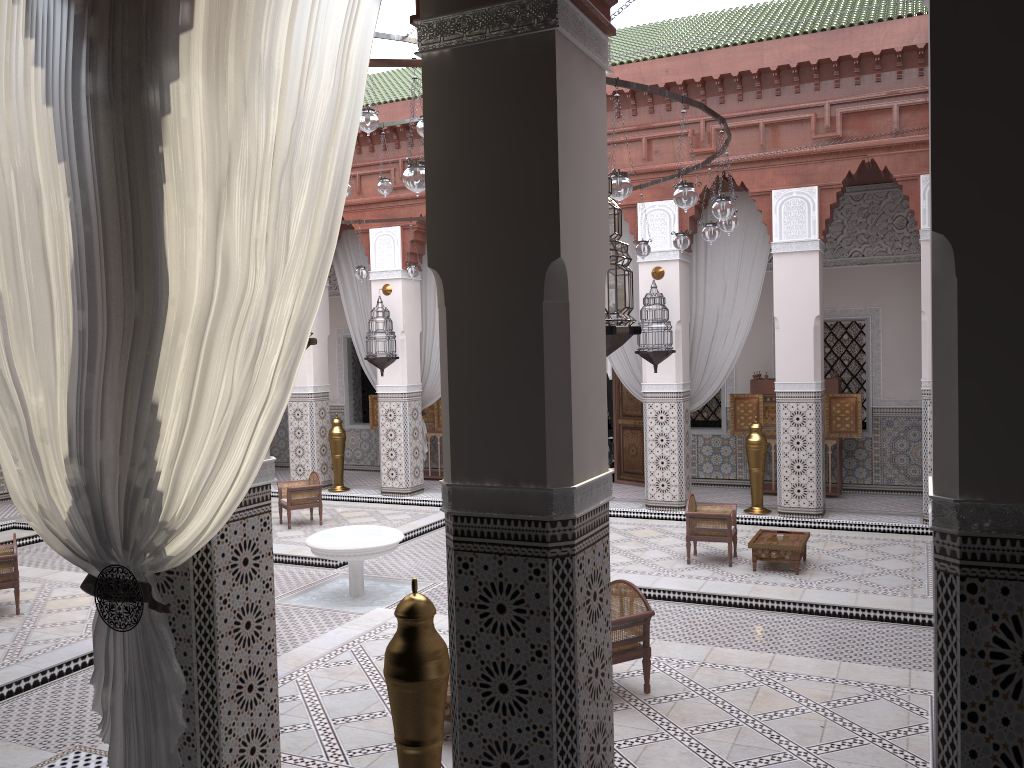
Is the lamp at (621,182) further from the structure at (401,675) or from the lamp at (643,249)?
the lamp at (643,249)

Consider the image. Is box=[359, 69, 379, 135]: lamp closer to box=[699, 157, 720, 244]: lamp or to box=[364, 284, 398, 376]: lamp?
box=[699, 157, 720, 244]: lamp

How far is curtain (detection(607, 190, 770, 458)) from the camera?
5.1 meters

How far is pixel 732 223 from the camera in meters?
3.4 m

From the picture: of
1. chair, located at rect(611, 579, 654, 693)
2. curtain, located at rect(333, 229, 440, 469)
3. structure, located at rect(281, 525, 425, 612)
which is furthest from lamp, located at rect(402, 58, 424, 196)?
curtain, located at rect(333, 229, 440, 469)

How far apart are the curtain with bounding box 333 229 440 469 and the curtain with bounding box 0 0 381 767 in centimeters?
426cm

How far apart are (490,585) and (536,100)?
0.78m

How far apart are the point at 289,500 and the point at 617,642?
3.1m

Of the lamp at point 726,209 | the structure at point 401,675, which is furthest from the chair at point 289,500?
the structure at point 401,675

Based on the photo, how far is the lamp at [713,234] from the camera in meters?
3.7
